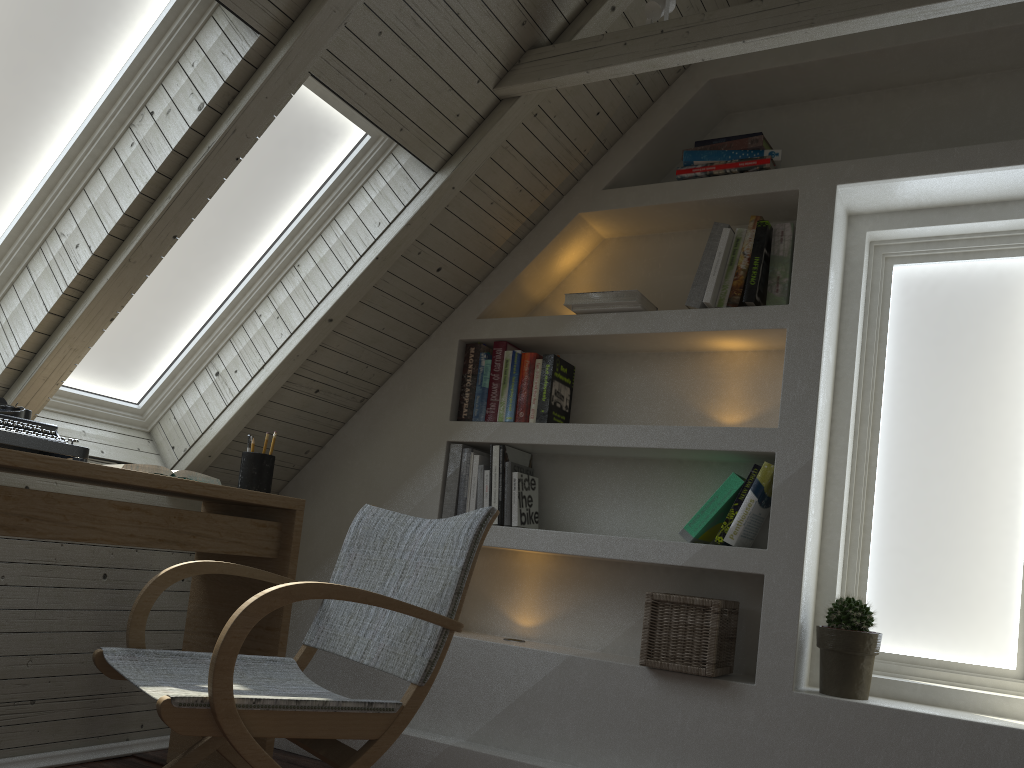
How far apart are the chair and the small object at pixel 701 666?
0.8m

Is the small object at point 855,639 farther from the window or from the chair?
the chair

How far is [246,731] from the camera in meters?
1.2 m

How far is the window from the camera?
1.99m

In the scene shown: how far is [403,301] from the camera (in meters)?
2.74

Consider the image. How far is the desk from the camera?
1.8m

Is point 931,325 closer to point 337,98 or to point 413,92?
point 413,92

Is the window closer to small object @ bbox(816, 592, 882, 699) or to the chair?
small object @ bbox(816, 592, 882, 699)

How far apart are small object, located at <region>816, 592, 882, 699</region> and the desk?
1.4m

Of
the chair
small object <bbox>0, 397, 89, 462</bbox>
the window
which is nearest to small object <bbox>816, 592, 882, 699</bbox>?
the window
